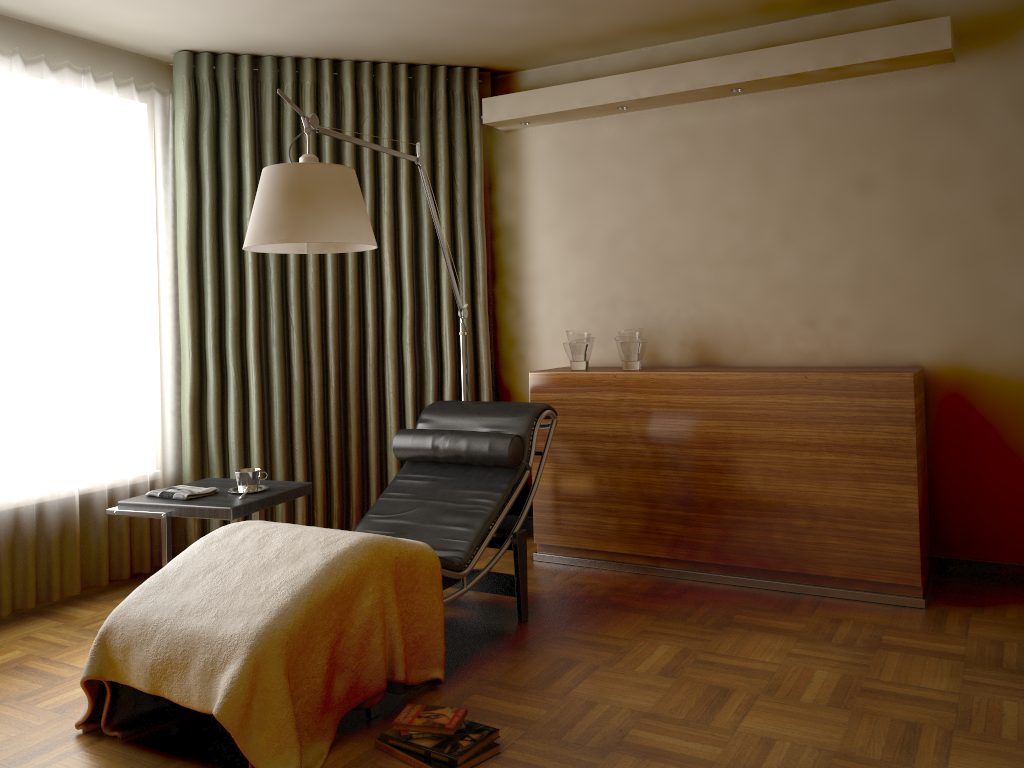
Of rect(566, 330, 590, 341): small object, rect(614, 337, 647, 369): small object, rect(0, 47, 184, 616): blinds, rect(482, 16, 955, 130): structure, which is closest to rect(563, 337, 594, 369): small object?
rect(566, 330, 590, 341): small object

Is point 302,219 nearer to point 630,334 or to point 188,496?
point 188,496

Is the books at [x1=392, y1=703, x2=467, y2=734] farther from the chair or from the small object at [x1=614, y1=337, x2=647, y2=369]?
the small object at [x1=614, y1=337, x2=647, y2=369]

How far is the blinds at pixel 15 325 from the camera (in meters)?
3.58

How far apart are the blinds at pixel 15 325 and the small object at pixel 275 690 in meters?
1.2 m

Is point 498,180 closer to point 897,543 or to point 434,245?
point 434,245

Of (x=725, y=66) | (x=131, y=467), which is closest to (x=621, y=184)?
(x=725, y=66)

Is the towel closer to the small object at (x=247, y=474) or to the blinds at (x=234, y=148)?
the small object at (x=247, y=474)

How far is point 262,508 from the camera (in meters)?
3.29

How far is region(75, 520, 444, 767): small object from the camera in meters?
2.3
